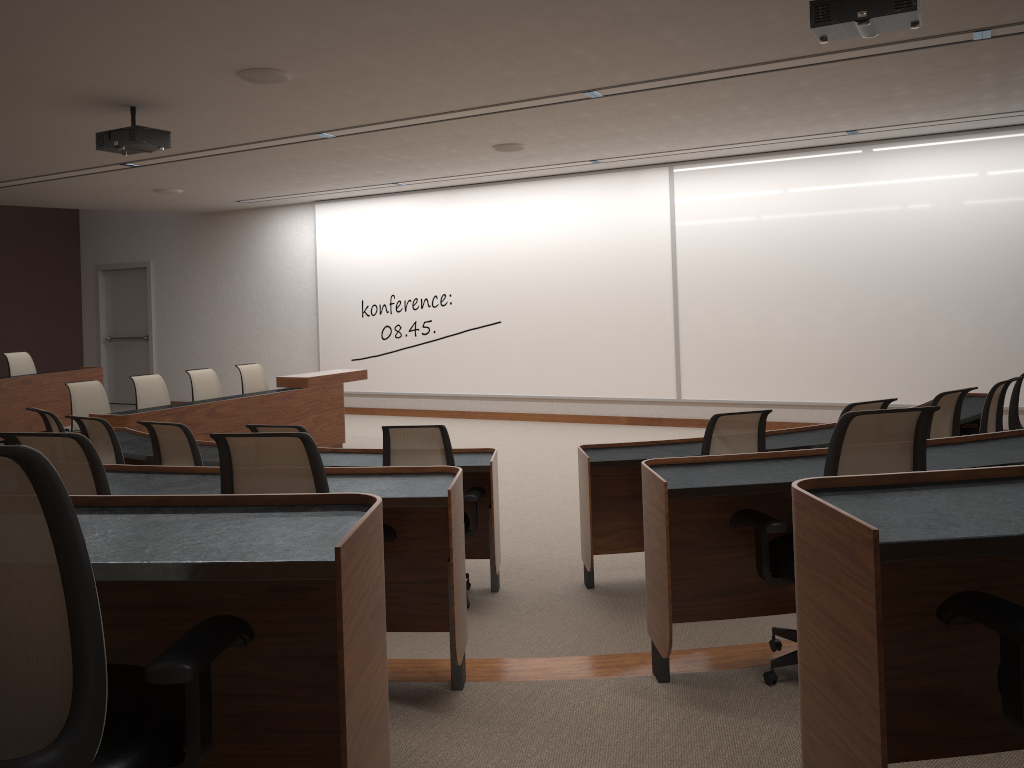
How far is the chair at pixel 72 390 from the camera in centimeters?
761cm

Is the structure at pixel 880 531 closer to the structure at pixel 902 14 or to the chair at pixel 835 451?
the chair at pixel 835 451

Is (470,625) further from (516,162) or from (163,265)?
(163,265)

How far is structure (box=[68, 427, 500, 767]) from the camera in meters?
1.5

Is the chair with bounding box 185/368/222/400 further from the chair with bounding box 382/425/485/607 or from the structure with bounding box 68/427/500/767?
the chair with bounding box 382/425/485/607

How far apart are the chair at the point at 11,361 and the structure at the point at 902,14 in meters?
8.9

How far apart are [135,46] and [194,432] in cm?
353

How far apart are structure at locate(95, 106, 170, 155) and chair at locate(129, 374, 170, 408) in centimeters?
238cm

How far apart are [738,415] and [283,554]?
3.3m

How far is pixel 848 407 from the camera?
4.56m
